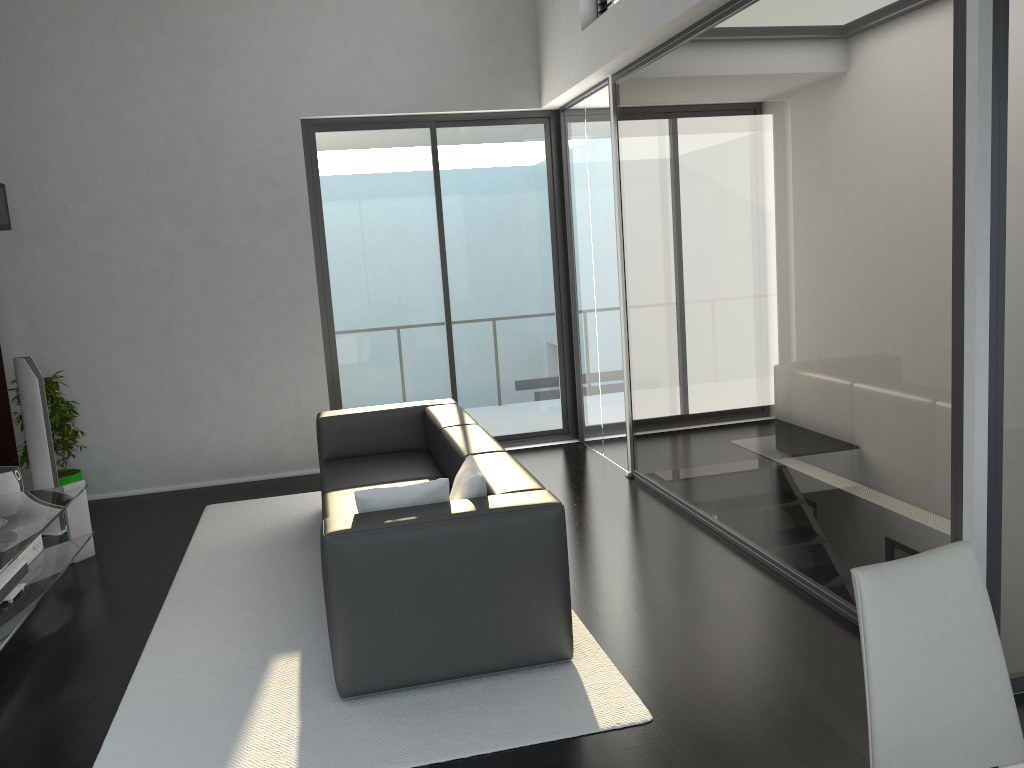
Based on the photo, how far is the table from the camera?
4.1 meters

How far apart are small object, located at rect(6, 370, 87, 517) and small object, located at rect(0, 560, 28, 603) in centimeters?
172cm

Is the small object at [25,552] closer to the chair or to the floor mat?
the floor mat

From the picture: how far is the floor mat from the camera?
3.00m

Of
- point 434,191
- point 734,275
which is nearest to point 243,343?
point 434,191

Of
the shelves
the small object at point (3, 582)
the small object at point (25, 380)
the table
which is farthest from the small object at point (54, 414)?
the small object at point (3, 582)

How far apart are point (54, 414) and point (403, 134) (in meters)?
3.23

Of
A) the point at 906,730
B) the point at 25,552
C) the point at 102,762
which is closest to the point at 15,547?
the point at 25,552

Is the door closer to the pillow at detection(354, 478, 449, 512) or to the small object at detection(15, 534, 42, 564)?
the small object at detection(15, 534, 42, 564)

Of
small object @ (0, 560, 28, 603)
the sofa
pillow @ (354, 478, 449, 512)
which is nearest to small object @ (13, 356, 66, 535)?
small object @ (0, 560, 28, 603)
